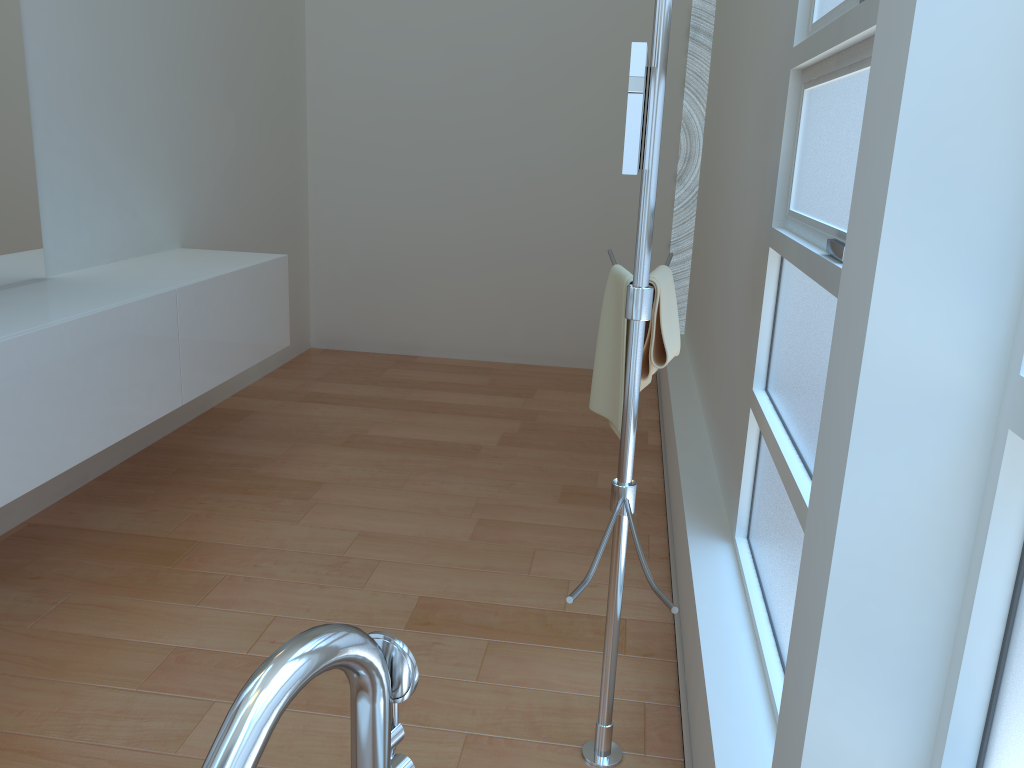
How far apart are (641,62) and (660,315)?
0.7m

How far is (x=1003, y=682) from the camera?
0.79m

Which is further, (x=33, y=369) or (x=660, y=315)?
(x=33, y=369)

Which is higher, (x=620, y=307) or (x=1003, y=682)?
(x=620, y=307)

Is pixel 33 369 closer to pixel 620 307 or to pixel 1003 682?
pixel 620 307

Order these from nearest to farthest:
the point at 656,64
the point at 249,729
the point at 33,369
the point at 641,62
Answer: the point at 249,729 < the point at 641,62 < the point at 656,64 < the point at 33,369

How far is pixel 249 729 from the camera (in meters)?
0.71

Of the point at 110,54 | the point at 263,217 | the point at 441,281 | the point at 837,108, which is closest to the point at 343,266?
the point at 441,281

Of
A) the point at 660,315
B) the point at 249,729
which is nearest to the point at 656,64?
the point at 660,315

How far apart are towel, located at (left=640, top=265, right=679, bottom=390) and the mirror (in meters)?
0.49
